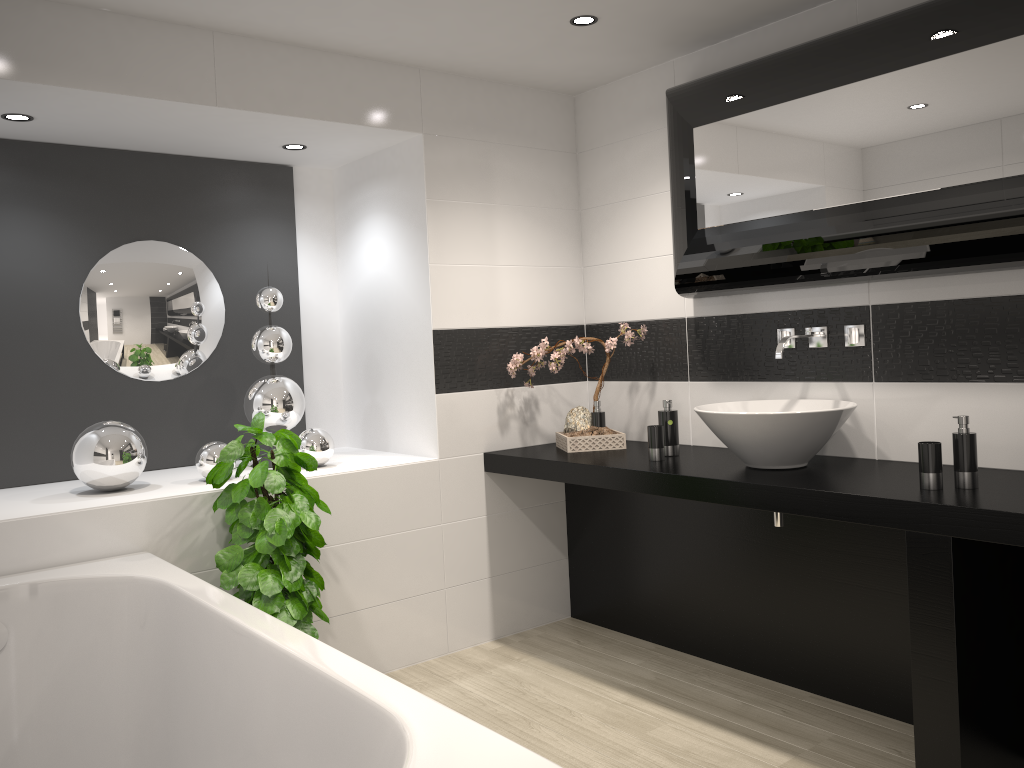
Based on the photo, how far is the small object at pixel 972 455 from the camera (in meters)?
2.55

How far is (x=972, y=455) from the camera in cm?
255

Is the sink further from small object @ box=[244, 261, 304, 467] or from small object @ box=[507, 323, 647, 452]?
small object @ box=[244, 261, 304, 467]

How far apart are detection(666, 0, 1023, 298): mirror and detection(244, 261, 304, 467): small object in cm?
169

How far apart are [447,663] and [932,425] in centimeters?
213cm

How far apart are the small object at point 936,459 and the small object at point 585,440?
1.5 meters

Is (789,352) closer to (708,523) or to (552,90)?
(708,523)

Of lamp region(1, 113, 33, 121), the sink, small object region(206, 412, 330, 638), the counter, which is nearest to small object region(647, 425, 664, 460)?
the counter

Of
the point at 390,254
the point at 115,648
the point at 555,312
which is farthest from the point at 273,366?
the point at 115,648

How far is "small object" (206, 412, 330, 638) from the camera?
2.97m
